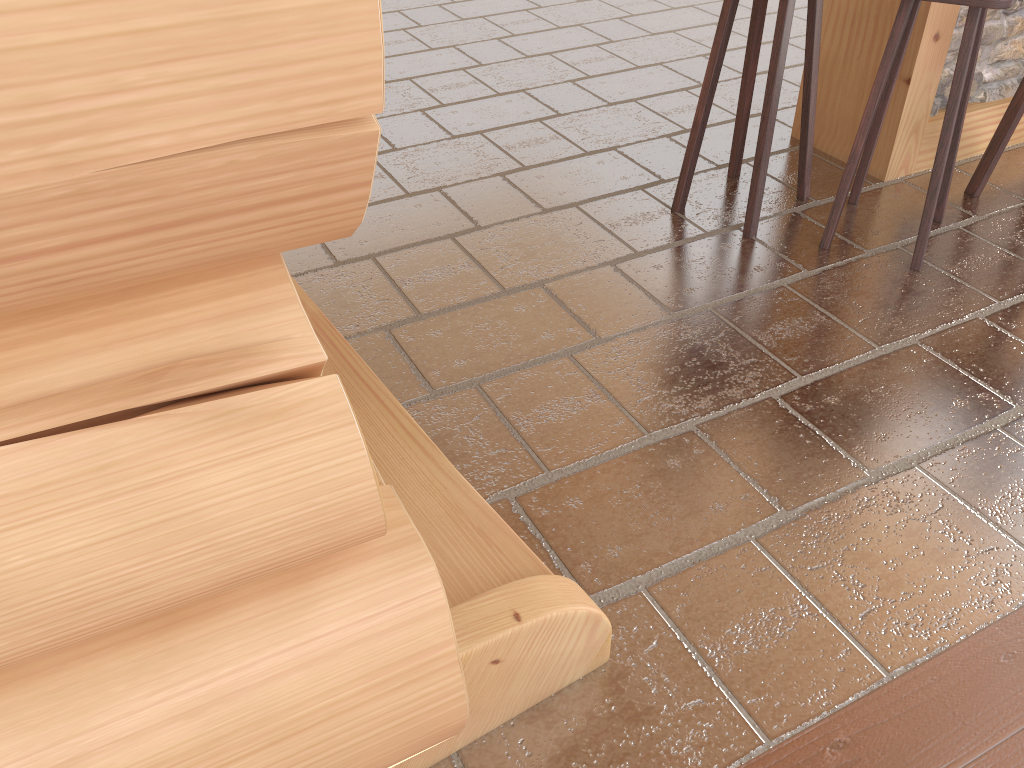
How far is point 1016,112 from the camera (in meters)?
3.15

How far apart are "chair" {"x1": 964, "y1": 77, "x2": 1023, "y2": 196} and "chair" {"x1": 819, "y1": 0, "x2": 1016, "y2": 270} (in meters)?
0.29

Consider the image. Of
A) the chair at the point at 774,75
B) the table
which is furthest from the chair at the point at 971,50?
the table

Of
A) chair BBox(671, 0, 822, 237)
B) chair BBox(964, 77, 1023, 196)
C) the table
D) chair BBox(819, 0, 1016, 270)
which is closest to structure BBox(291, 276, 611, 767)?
chair BBox(671, 0, 822, 237)

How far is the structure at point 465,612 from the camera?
1.5 meters

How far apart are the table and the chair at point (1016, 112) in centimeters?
23cm

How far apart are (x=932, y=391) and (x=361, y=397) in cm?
155

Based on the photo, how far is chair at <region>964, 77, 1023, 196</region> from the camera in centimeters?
315cm

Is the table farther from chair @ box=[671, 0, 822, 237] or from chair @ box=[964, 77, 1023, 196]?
chair @ box=[671, 0, 822, 237]

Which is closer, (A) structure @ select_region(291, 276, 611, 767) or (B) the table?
(A) structure @ select_region(291, 276, 611, 767)
